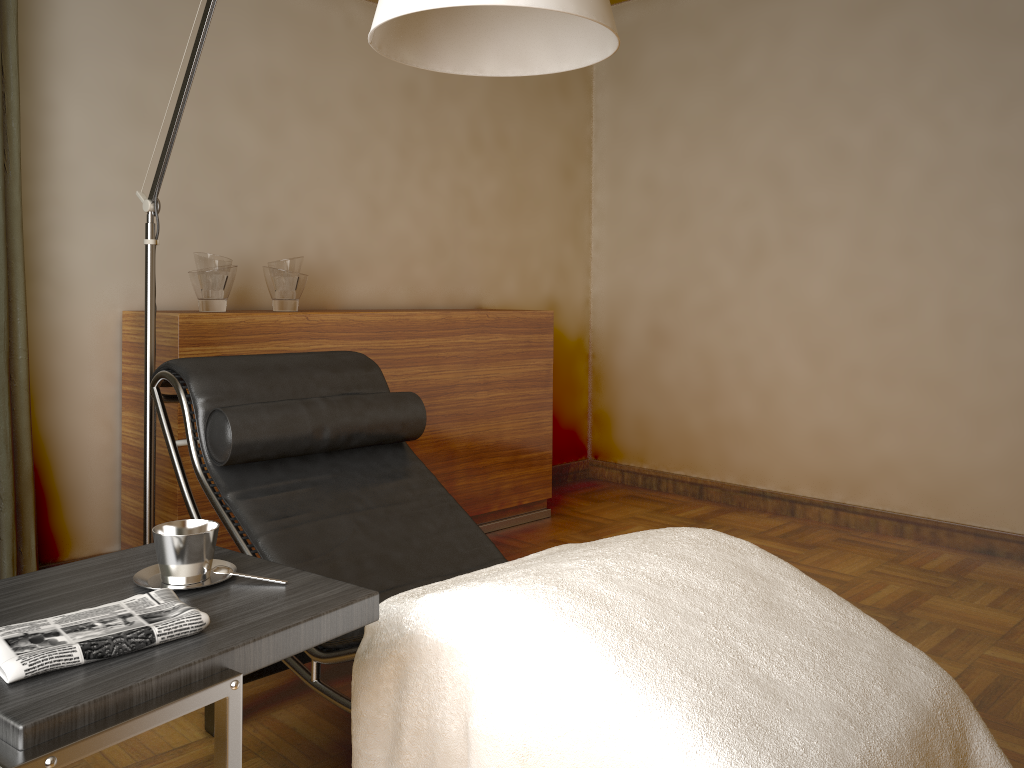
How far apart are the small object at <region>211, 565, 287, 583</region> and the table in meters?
0.0 m

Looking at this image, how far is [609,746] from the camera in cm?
119

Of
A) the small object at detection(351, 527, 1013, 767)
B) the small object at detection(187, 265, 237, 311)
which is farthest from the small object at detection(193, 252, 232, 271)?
the small object at detection(351, 527, 1013, 767)

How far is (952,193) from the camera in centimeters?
339cm

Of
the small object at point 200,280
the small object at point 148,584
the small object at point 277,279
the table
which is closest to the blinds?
the small object at point 200,280

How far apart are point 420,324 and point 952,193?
2.1m

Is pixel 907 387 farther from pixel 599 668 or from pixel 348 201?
pixel 599 668

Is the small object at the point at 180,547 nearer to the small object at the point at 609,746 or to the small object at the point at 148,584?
the small object at the point at 148,584

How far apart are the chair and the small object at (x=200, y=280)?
0.6 meters

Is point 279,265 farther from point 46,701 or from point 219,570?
point 46,701
